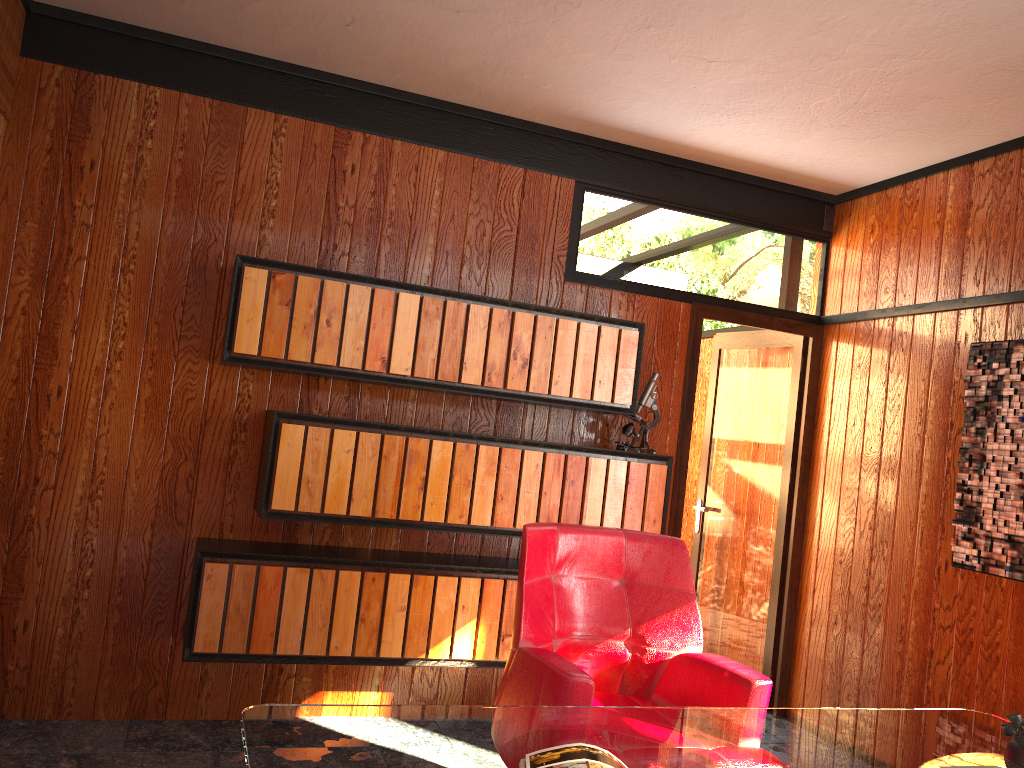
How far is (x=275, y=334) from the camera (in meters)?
3.20

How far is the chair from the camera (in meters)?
2.33

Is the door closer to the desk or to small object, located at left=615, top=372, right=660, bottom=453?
small object, located at left=615, top=372, right=660, bottom=453

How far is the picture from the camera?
3.2 meters

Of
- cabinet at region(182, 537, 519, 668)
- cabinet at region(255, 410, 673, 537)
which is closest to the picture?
cabinet at region(255, 410, 673, 537)

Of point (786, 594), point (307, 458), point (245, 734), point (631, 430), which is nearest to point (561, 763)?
point (245, 734)

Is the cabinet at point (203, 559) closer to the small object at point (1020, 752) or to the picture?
the picture

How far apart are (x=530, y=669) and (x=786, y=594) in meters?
2.4 m

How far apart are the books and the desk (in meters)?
0.02

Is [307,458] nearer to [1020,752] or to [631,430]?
[631,430]
